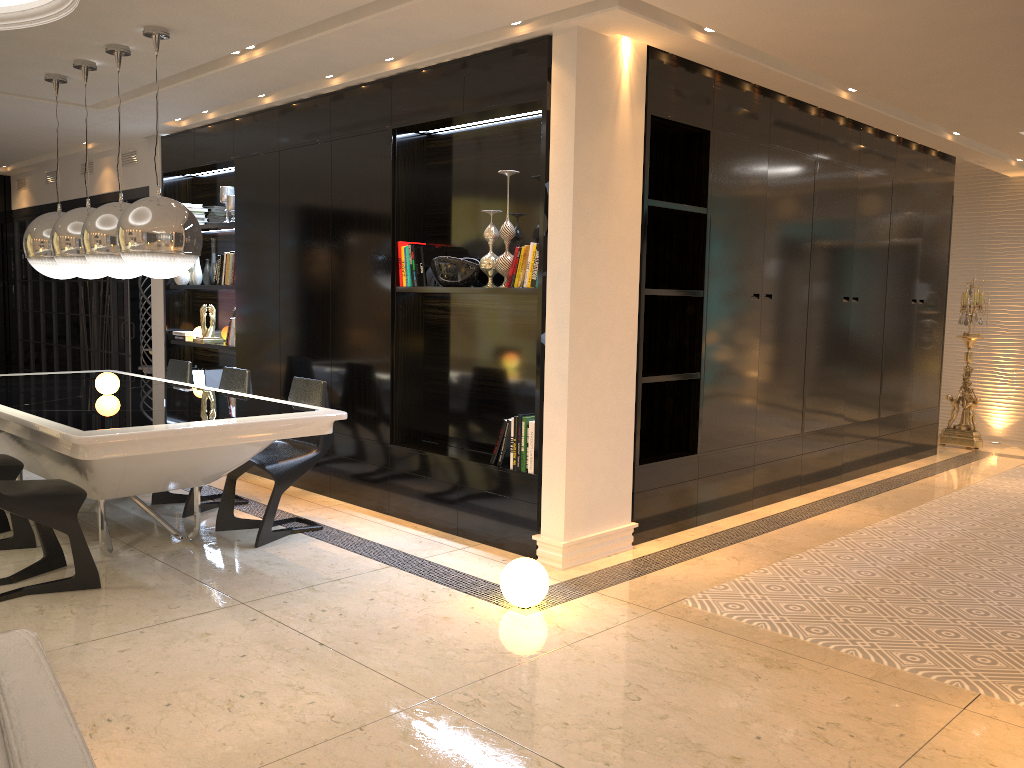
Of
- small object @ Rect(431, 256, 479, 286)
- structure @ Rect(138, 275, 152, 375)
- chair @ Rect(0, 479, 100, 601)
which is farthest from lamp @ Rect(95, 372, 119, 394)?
structure @ Rect(138, 275, 152, 375)

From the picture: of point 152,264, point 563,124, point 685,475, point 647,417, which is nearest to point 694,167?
point 563,124

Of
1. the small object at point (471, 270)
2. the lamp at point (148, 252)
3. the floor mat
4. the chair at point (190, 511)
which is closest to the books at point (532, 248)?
the small object at point (471, 270)

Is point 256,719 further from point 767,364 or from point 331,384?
point 767,364

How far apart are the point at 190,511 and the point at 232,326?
1.9 meters

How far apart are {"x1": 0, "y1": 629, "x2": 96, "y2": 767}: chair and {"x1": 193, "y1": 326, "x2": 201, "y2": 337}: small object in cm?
665

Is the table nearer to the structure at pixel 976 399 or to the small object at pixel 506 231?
the small object at pixel 506 231

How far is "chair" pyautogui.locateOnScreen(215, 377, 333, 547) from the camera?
4.7 meters

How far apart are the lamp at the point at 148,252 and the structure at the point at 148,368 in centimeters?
389cm

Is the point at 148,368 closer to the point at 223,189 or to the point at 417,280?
the point at 223,189
